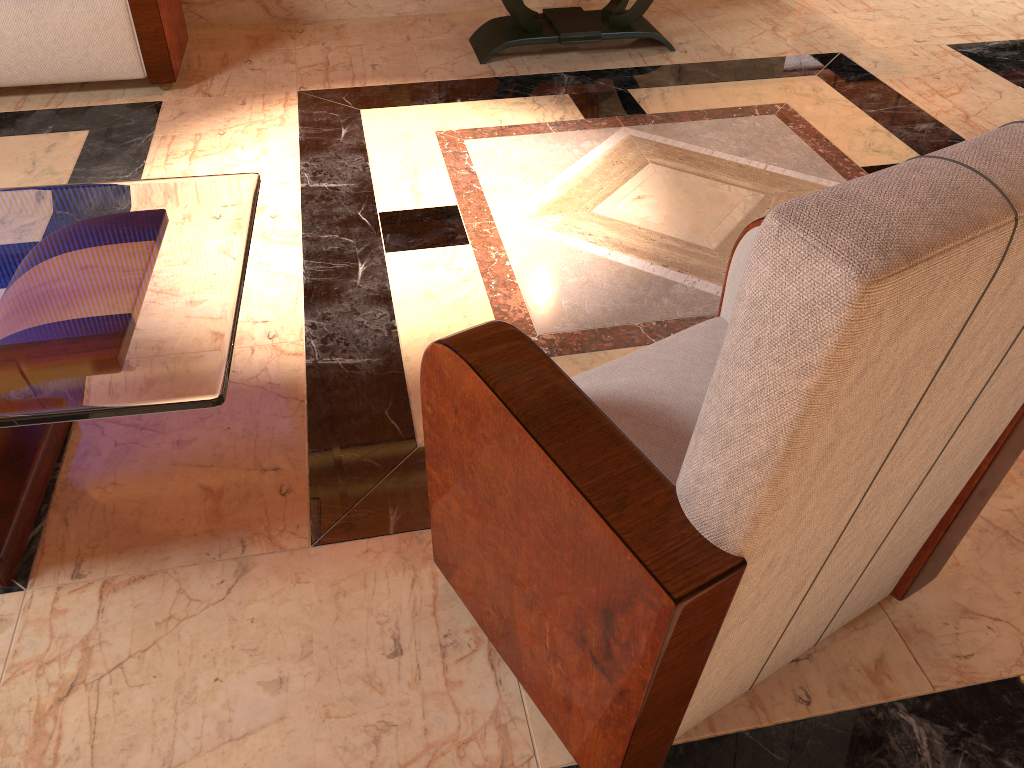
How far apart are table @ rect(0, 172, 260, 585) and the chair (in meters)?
0.29

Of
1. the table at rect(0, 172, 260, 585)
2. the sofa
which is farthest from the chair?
the sofa

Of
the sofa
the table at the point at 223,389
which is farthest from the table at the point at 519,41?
the table at the point at 223,389

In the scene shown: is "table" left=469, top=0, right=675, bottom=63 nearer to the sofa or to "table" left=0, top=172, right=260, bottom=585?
the sofa

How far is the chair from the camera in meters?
0.7

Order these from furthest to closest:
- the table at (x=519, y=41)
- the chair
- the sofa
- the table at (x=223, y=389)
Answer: the table at (x=519, y=41), the sofa, the table at (x=223, y=389), the chair

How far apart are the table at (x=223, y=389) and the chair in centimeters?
29cm

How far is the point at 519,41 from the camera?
3.61m

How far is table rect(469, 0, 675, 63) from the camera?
3.61m

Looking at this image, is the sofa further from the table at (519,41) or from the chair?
the chair
